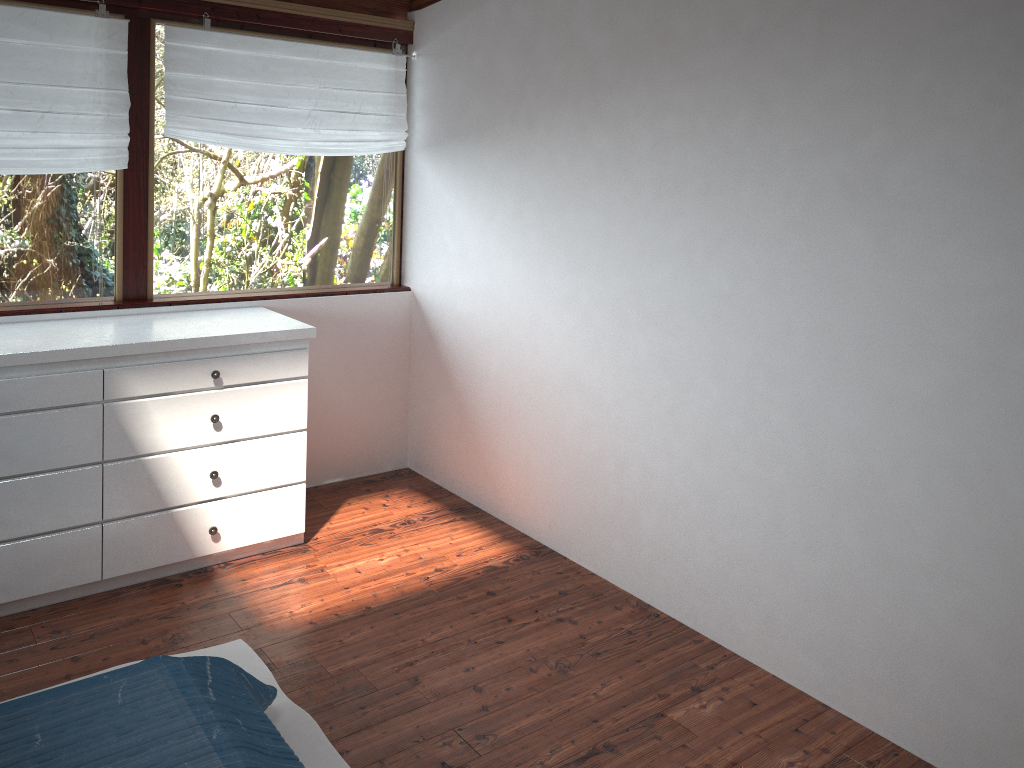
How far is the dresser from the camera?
2.9 meters

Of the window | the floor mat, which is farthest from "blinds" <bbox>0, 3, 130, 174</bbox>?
the floor mat

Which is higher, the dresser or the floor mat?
the dresser

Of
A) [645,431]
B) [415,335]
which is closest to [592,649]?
[645,431]

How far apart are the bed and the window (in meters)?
1.86

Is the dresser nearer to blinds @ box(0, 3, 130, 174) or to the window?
the window

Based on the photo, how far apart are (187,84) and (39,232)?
0.8 meters

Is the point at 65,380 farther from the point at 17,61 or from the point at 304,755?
the point at 304,755

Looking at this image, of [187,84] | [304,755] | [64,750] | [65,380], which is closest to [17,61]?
[187,84]

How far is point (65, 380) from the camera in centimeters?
294cm
